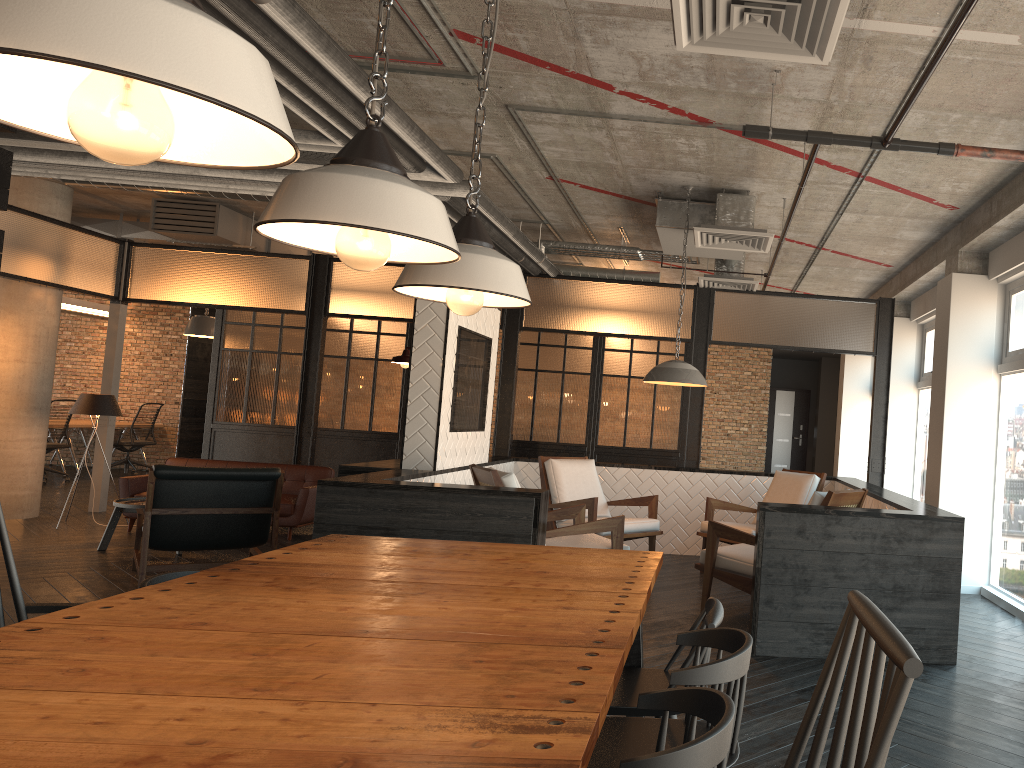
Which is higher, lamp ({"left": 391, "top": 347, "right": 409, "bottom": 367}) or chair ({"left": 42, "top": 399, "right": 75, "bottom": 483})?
lamp ({"left": 391, "top": 347, "right": 409, "bottom": 367})

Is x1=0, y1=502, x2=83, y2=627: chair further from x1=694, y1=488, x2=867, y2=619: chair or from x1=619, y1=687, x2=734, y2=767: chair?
x1=694, y1=488, x2=867, y2=619: chair

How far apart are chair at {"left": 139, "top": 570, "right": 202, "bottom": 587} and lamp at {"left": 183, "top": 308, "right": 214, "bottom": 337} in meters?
9.7 m

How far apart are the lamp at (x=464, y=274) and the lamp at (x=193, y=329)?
10.0 meters

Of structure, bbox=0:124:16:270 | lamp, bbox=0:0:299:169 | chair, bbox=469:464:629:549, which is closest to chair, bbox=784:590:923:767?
lamp, bbox=0:0:299:169

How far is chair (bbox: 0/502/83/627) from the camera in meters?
A: 2.3 m

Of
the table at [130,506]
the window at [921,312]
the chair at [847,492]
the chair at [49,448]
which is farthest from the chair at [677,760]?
the chair at [49,448]

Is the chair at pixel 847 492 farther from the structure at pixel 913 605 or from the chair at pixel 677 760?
the chair at pixel 677 760

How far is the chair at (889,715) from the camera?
0.8m

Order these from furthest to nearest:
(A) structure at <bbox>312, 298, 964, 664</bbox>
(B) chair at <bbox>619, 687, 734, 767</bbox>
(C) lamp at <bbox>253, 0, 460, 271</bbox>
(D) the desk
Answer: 1. (D) the desk
2. (A) structure at <bbox>312, 298, 964, 664</bbox>
3. (C) lamp at <bbox>253, 0, 460, 271</bbox>
4. (B) chair at <bbox>619, 687, 734, 767</bbox>
